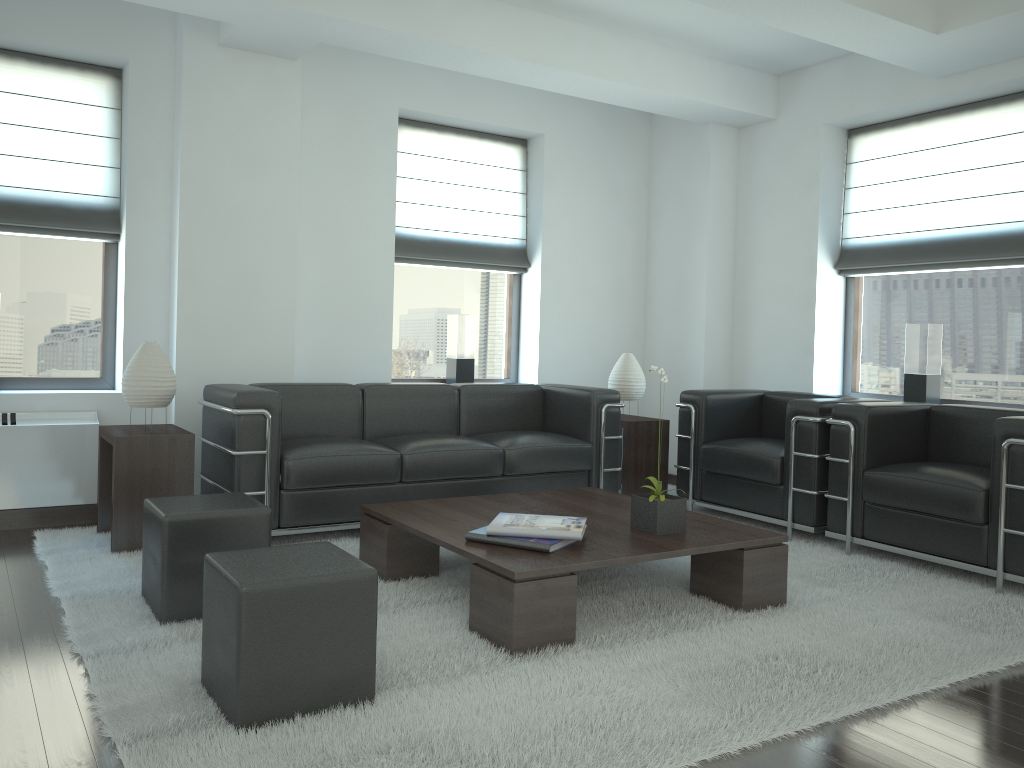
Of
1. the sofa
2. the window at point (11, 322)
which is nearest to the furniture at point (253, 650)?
the sofa

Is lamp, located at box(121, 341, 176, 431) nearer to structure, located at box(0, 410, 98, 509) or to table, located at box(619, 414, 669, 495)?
structure, located at box(0, 410, 98, 509)

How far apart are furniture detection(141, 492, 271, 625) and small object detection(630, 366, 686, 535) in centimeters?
214cm

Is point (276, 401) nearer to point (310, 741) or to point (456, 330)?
point (456, 330)

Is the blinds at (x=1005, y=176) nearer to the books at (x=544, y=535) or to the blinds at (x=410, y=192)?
the blinds at (x=410, y=192)

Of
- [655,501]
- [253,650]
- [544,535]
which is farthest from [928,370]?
[253,650]

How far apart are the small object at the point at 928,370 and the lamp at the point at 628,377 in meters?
2.4

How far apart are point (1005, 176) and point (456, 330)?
5.14m

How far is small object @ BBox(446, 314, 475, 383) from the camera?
9.1m

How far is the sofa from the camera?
6.26m
